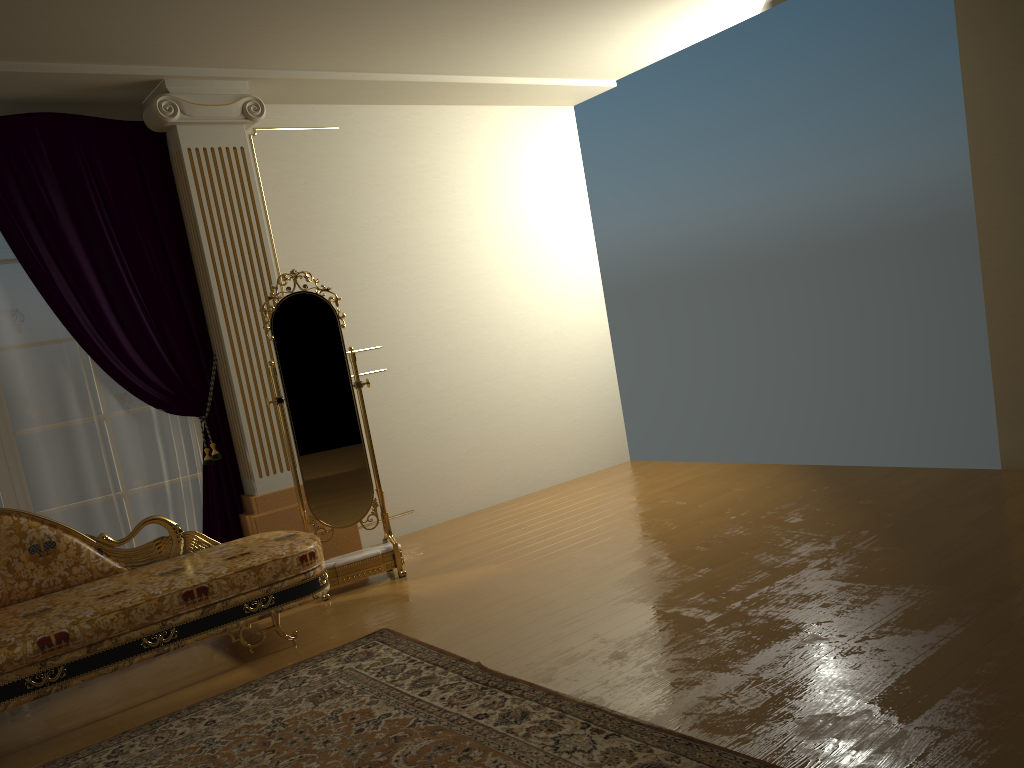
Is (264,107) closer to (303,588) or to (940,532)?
(303,588)

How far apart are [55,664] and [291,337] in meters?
1.9 m

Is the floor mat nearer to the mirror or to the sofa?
the sofa

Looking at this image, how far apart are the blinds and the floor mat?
1.43m

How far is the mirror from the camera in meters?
4.6

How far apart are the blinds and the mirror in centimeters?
52cm

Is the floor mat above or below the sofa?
below

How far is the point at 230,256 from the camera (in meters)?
4.80

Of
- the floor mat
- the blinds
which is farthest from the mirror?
the floor mat

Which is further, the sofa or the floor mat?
the sofa
